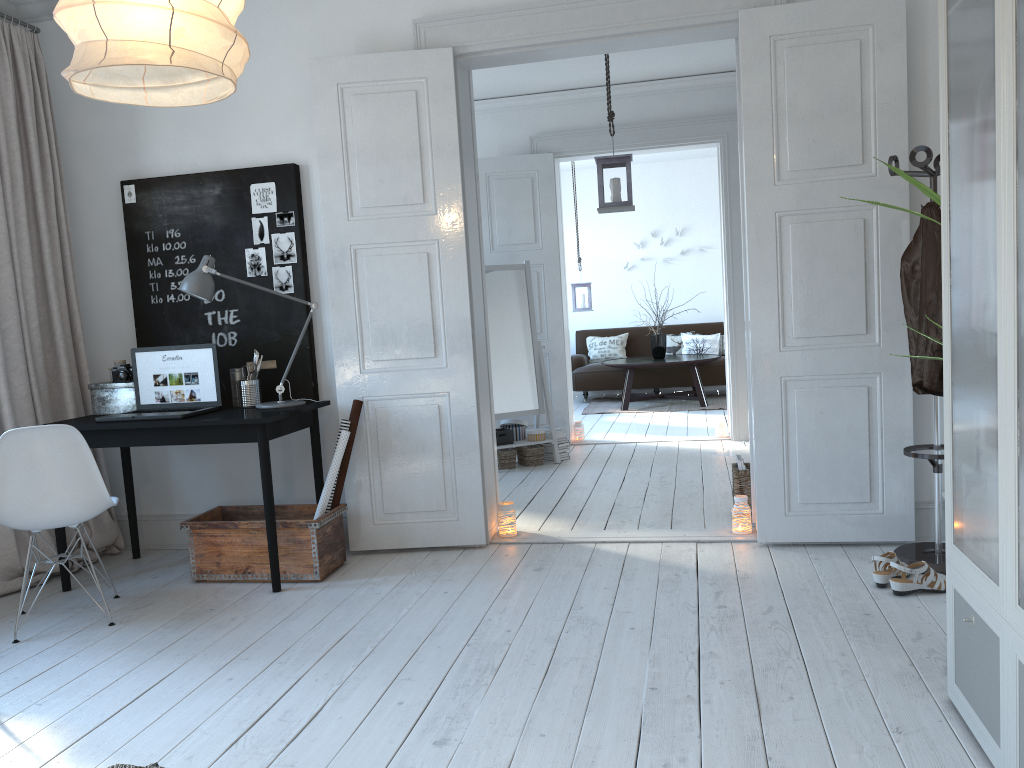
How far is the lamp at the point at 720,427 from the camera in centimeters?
711cm

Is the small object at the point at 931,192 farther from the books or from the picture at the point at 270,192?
the picture at the point at 270,192

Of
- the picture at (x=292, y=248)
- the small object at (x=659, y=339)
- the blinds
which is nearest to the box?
the blinds

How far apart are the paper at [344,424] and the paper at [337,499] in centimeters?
5cm

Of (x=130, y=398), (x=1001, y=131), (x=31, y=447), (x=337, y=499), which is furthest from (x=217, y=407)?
(x=1001, y=131)

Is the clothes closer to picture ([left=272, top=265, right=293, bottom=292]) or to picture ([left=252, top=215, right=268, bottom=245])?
picture ([left=272, top=265, right=293, bottom=292])

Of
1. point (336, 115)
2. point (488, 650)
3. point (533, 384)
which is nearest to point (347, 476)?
point (488, 650)

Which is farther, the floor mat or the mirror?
the floor mat

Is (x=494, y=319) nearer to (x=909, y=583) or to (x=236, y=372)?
(x=236, y=372)

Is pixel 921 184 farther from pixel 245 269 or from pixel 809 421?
pixel 245 269
